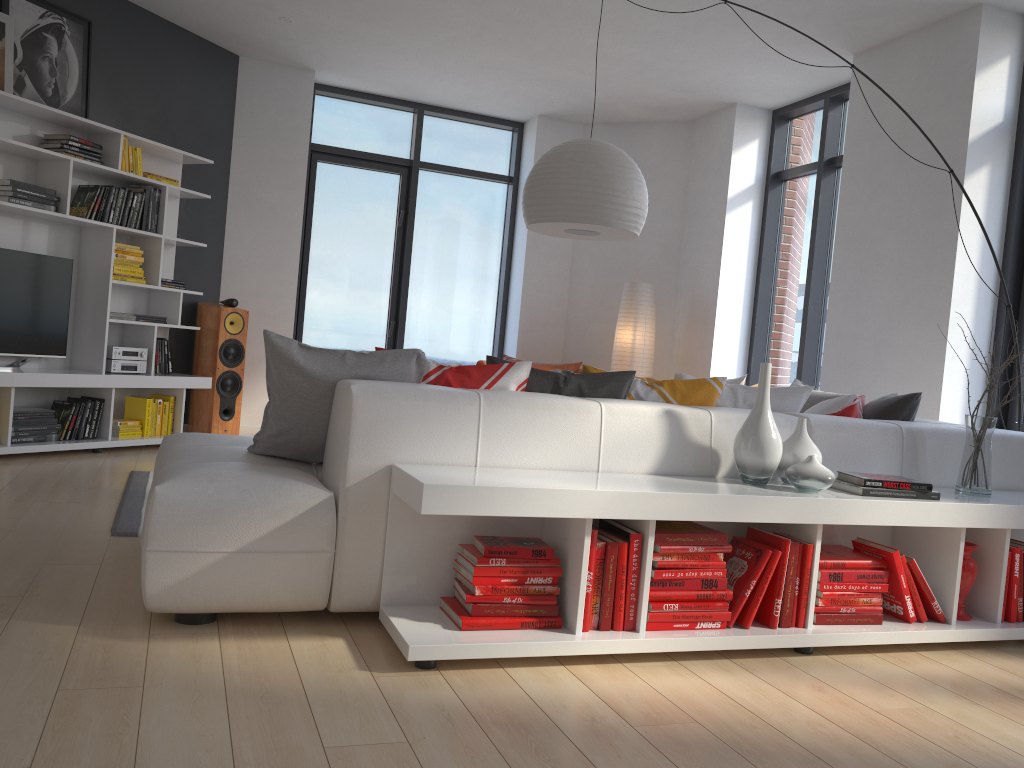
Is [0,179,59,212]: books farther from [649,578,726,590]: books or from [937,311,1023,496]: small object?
[937,311,1023,496]: small object

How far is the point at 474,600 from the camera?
2.5 meters

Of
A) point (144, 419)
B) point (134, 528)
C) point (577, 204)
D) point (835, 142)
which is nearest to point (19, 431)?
point (144, 419)

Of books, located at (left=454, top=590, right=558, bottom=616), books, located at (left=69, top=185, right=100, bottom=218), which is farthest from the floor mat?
books, located at (left=69, top=185, right=100, bottom=218)

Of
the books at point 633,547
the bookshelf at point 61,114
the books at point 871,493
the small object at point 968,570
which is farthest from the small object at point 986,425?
the bookshelf at point 61,114

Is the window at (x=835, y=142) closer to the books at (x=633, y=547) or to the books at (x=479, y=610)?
the books at (x=633, y=547)

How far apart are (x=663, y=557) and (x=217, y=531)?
1.3 meters

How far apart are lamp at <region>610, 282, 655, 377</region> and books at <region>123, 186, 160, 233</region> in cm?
362

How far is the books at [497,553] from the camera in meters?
2.5 m

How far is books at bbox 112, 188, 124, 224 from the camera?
5.72m
